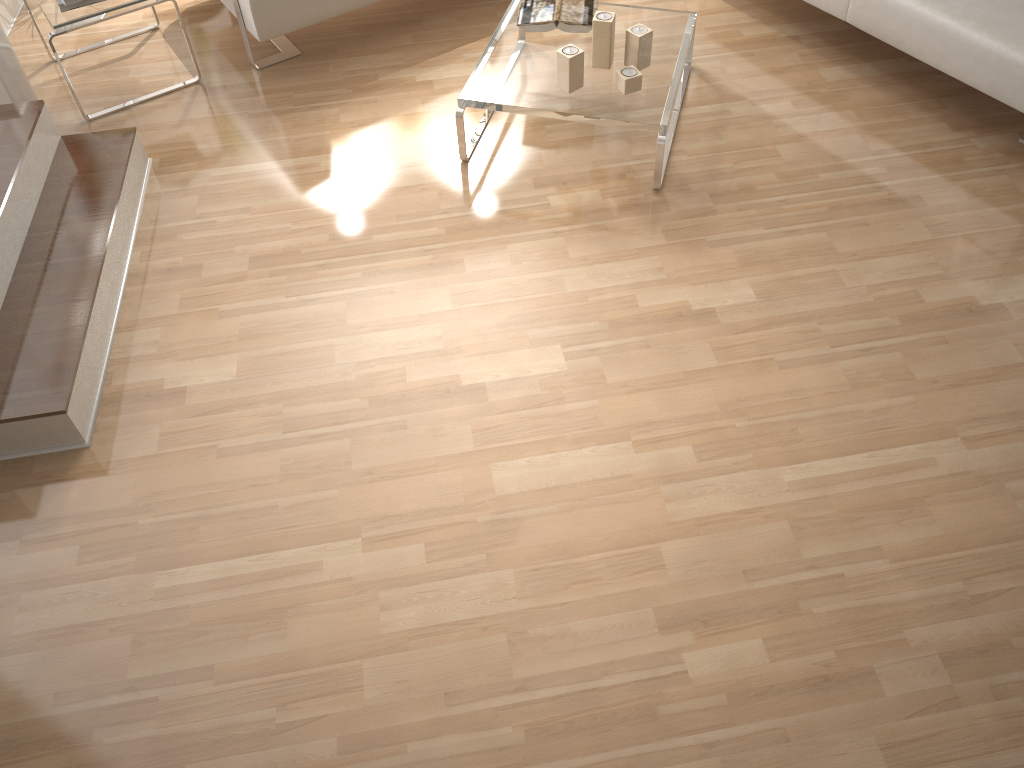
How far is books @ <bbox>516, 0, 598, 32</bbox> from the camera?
3.0 meters

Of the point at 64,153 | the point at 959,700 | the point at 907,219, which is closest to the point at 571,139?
the point at 907,219

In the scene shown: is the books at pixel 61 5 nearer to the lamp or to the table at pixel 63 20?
the table at pixel 63 20

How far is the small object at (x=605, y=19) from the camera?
2.8 meters

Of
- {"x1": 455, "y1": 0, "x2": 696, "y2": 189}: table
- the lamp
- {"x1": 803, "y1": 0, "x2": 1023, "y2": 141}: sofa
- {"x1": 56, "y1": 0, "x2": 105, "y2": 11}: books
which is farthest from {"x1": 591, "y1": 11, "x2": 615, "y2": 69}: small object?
the lamp

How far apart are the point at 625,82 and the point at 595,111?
0.1m

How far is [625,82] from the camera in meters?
2.8 m

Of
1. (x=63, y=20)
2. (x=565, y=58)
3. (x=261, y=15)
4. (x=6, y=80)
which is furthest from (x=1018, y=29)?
(x=6, y=80)

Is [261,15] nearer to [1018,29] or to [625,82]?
[625,82]

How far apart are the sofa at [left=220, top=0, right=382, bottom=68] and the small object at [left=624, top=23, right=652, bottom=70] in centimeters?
111cm
